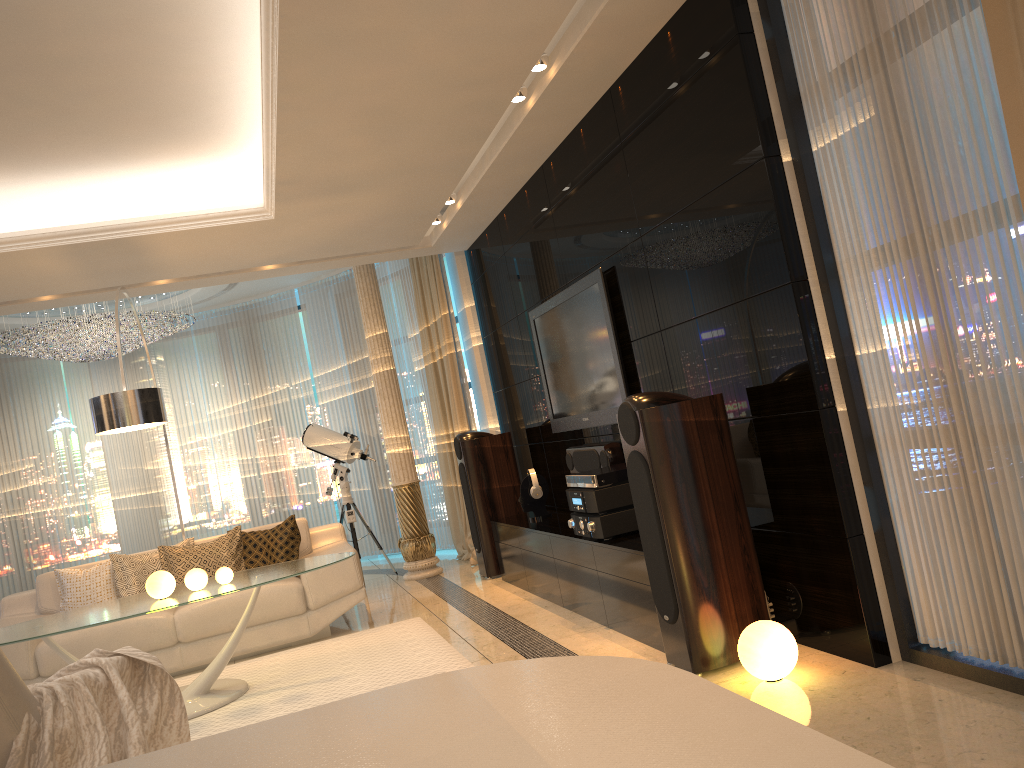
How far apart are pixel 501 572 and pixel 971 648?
4.0 meters

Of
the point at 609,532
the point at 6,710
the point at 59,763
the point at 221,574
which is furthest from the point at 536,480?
the point at 6,710

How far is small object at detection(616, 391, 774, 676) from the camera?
3.44m

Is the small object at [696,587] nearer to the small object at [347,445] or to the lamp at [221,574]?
the lamp at [221,574]

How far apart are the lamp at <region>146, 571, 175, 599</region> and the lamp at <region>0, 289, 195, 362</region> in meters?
3.9

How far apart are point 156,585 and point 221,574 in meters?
0.3

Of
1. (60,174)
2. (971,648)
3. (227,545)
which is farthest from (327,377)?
(971,648)

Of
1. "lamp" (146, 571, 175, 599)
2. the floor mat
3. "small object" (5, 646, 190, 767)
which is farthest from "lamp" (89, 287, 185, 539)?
"small object" (5, 646, 190, 767)

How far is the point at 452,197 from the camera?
5.98m

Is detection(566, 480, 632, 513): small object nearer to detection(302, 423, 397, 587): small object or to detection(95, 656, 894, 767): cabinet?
detection(302, 423, 397, 587): small object
